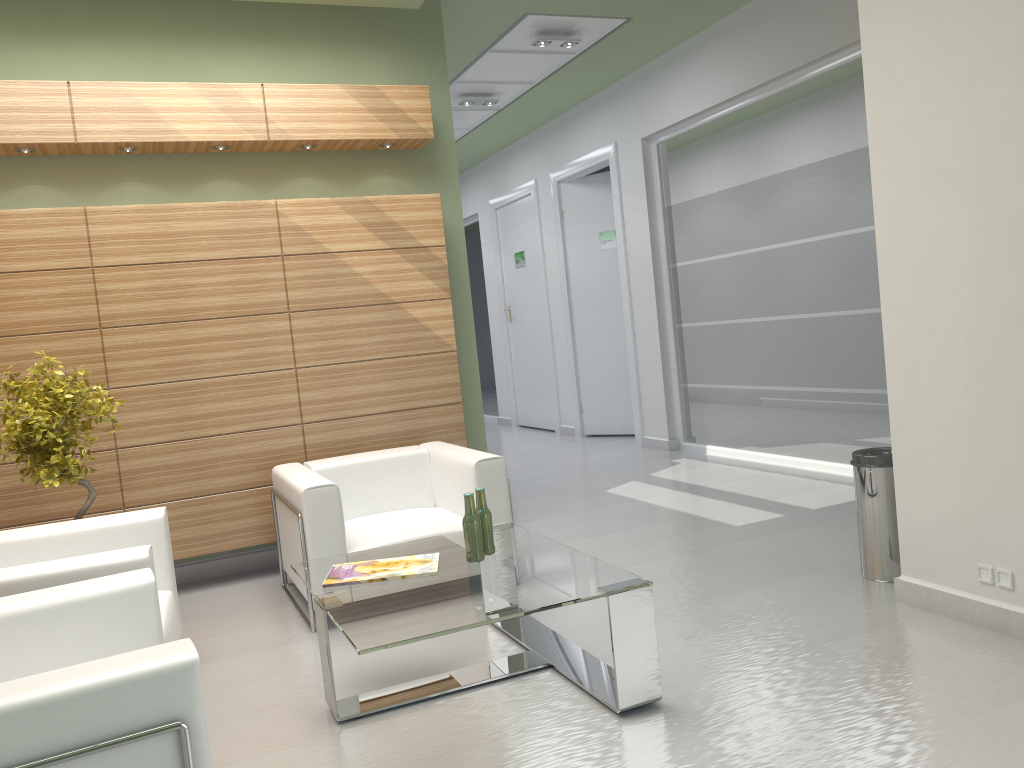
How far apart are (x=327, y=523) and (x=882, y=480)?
4.49m

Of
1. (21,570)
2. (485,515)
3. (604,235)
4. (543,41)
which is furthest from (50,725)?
(604,235)

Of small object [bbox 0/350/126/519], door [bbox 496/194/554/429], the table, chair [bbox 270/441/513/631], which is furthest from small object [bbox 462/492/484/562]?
door [bbox 496/194/554/429]

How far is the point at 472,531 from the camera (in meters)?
6.05

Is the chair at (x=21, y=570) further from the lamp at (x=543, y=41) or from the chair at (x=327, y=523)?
the lamp at (x=543, y=41)

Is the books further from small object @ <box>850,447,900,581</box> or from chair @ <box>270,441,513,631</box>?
small object @ <box>850,447,900,581</box>

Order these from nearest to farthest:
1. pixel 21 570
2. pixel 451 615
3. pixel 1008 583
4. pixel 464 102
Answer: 1. pixel 451 615
2. pixel 21 570
3. pixel 1008 583
4. pixel 464 102

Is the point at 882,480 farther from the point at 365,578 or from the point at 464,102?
the point at 464,102

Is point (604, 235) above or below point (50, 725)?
above

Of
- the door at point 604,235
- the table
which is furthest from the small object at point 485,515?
the door at point 604,235
